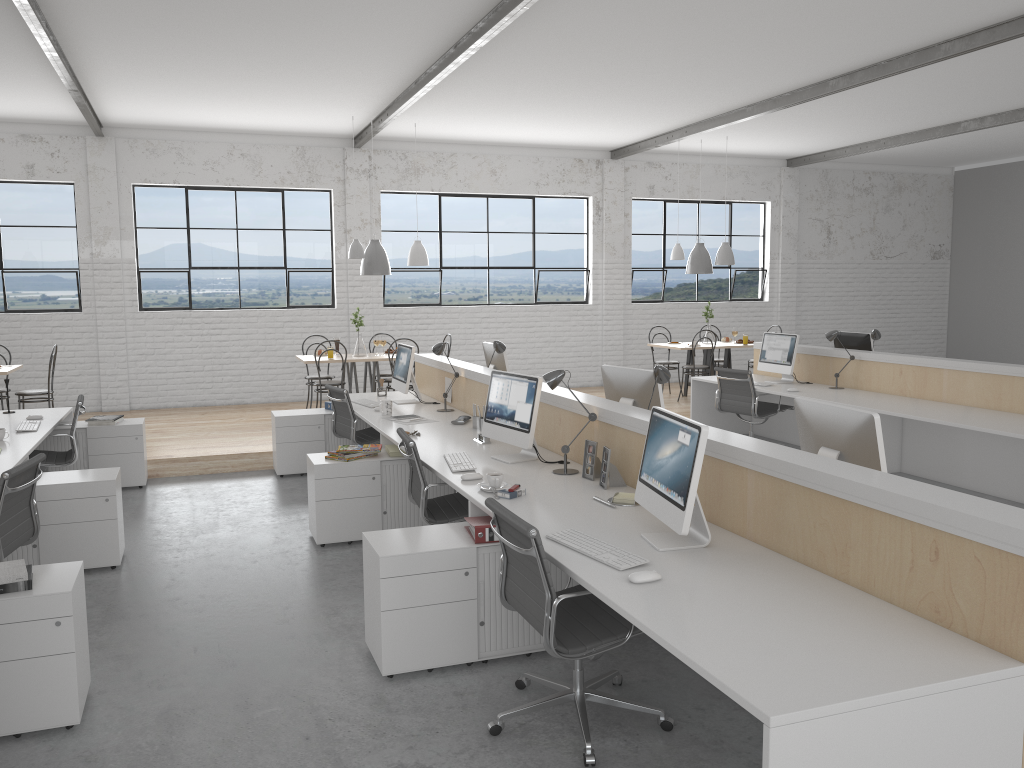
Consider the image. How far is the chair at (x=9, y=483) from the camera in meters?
3.0

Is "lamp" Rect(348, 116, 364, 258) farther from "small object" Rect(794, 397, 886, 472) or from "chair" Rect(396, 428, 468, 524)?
"small object" Rect(794, 397, 886, 472)

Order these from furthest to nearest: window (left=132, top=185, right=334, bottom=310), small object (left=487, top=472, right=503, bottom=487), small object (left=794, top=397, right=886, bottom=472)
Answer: window (left=132, top=185, right=334, bottom=310)
small object (left=487, top=472, right=503, bottom=487)
small object (left=794, top=397, right=886, bottom=472)

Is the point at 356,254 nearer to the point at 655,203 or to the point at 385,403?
the point at 385,403

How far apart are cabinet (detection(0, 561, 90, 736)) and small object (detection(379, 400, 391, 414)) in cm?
253

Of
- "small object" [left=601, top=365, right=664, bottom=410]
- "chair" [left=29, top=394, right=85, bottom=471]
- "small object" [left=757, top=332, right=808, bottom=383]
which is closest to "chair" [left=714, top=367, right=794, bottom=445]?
"small object" [left=757, top=332, right=808, bottom=383]

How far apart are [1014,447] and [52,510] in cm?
493

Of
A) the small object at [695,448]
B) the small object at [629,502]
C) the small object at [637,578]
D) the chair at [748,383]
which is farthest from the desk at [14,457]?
the chair at [748,383]

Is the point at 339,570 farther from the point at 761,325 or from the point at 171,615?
the point at 761,325

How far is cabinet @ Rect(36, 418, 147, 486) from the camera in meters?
5.3
